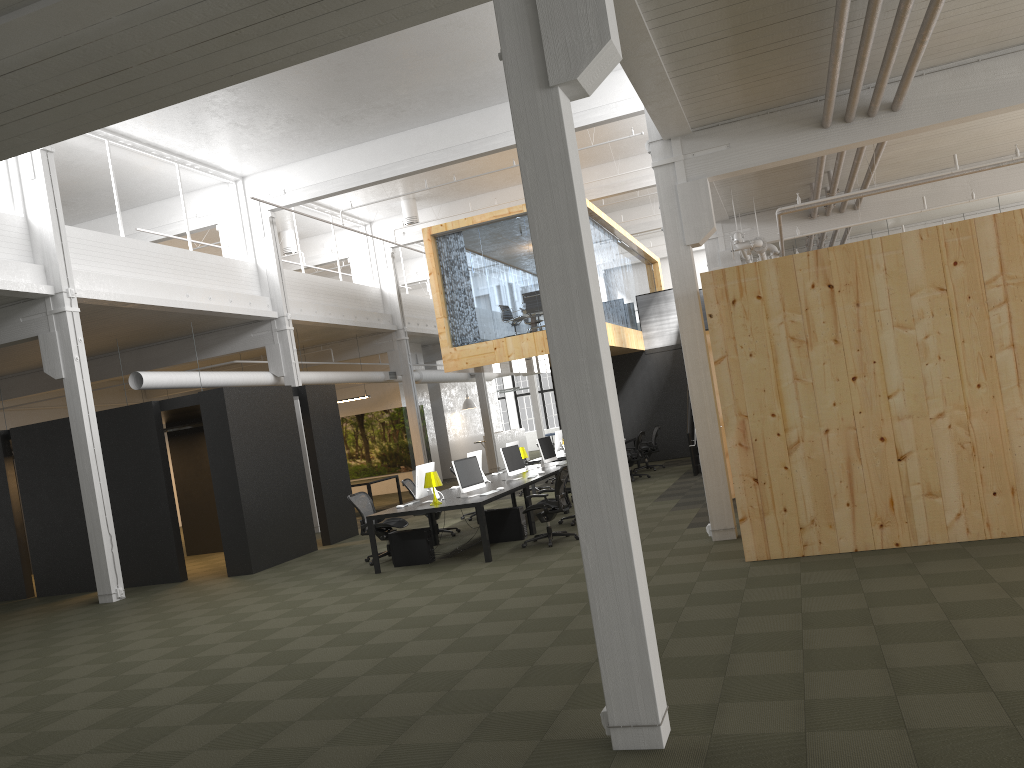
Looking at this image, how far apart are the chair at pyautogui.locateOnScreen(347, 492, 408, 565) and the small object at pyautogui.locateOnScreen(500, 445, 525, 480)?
1.9m

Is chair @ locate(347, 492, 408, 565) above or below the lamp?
below

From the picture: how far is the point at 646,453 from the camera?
20.3 meters

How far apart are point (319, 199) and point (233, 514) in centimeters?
755cm

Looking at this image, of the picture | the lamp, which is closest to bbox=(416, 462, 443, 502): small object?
the lamp

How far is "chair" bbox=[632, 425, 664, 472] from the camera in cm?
2034

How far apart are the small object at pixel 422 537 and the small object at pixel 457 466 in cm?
70

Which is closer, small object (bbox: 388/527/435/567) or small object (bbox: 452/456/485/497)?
small object (bbox: 388/527/435/567)

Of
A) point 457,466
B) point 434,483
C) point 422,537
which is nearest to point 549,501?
point 457,466

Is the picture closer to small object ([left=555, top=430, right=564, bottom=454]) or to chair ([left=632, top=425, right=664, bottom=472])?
small object ([left=555, top=430, right=564, bottom=454])
